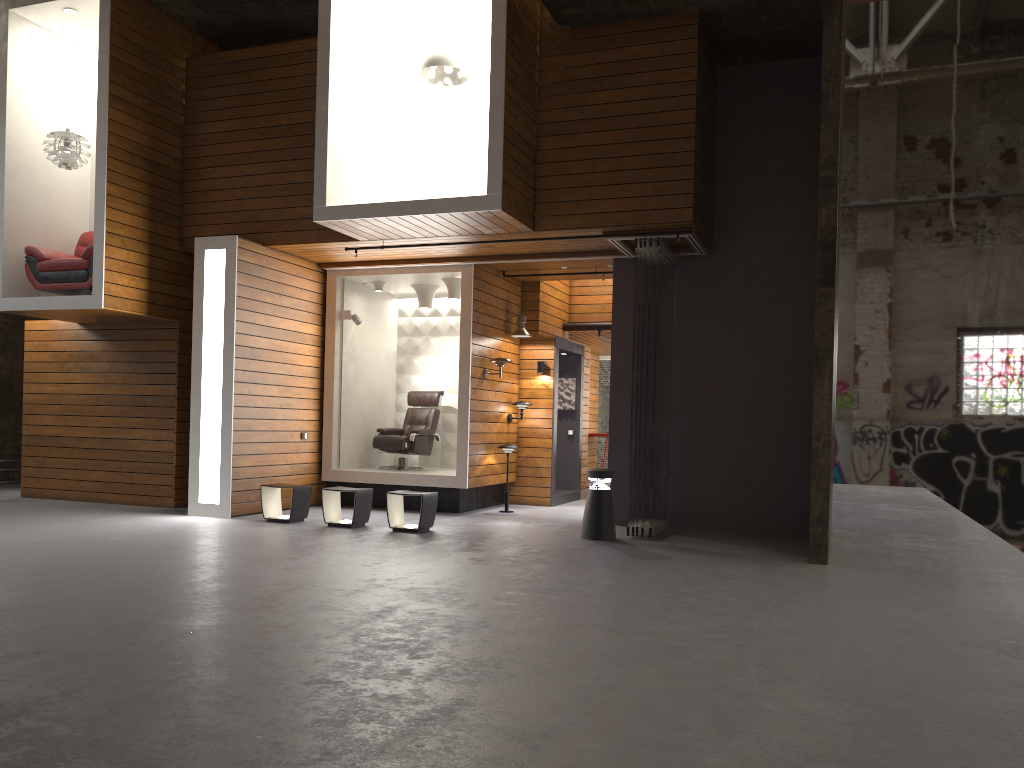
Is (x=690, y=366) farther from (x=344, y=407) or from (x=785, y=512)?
(x=344, y=407)

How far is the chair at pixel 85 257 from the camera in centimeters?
978cm

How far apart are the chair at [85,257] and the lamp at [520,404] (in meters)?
5.30

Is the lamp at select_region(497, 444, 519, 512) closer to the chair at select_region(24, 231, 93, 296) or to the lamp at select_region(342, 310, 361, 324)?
the lamp at select_region(342, 310, 361, 324)

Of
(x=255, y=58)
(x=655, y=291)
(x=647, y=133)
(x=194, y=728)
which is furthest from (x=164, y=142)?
(x=194, y=728)

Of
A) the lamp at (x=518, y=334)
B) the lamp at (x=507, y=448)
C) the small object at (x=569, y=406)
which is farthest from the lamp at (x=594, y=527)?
the small object at (x=569, y=406)

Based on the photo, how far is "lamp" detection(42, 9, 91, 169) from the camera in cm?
986

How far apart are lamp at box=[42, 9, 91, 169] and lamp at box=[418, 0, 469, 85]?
4.0 meters

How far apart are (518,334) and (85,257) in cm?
517

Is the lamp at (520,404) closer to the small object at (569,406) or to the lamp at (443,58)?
the small object at (569,406)
